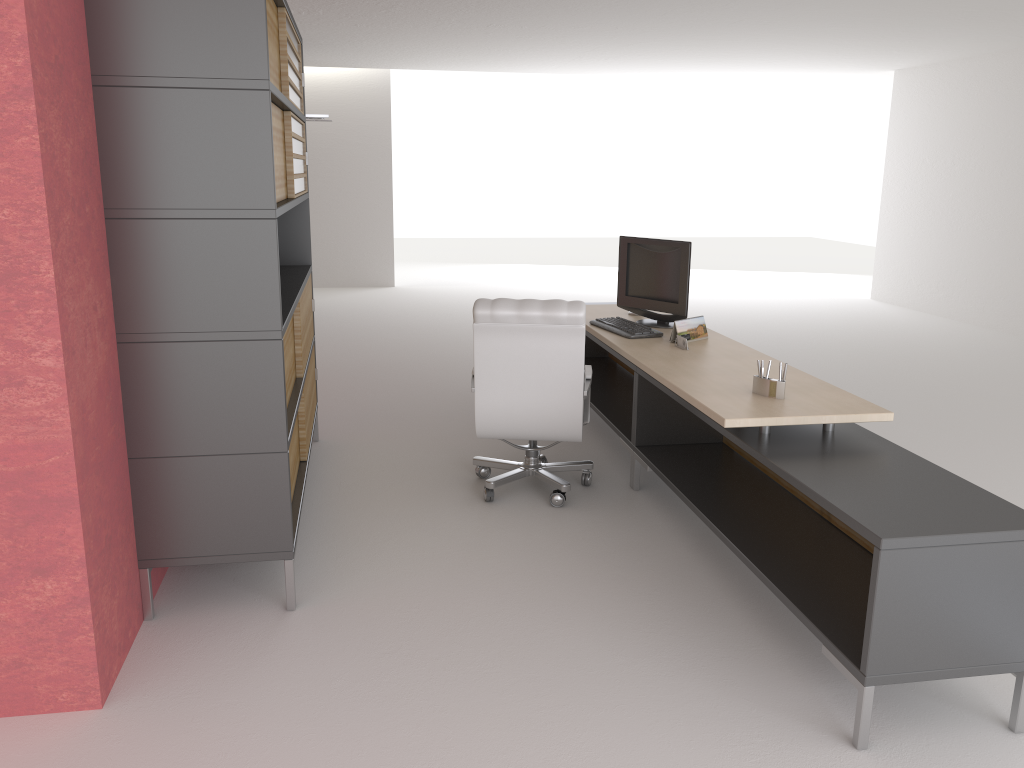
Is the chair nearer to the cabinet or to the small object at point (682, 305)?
the small object at point (682, 305)

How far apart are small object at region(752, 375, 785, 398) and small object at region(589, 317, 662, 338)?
1.9 meters

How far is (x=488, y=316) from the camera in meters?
6.4

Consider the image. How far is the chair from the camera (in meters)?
6.45

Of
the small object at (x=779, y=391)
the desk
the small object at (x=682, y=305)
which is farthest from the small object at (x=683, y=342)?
the small object at (x=779, y=391)

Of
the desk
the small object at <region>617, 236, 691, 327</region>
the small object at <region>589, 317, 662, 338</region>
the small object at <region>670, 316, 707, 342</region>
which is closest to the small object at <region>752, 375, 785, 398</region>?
the desk

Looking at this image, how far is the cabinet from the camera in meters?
4.5

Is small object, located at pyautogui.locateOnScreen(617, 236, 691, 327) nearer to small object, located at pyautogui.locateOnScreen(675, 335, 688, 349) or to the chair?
small object, located at pyautogui.locateOnScreen(675, 335, 688, 349)

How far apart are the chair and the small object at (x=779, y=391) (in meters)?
1.40

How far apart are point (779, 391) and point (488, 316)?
2.1m
